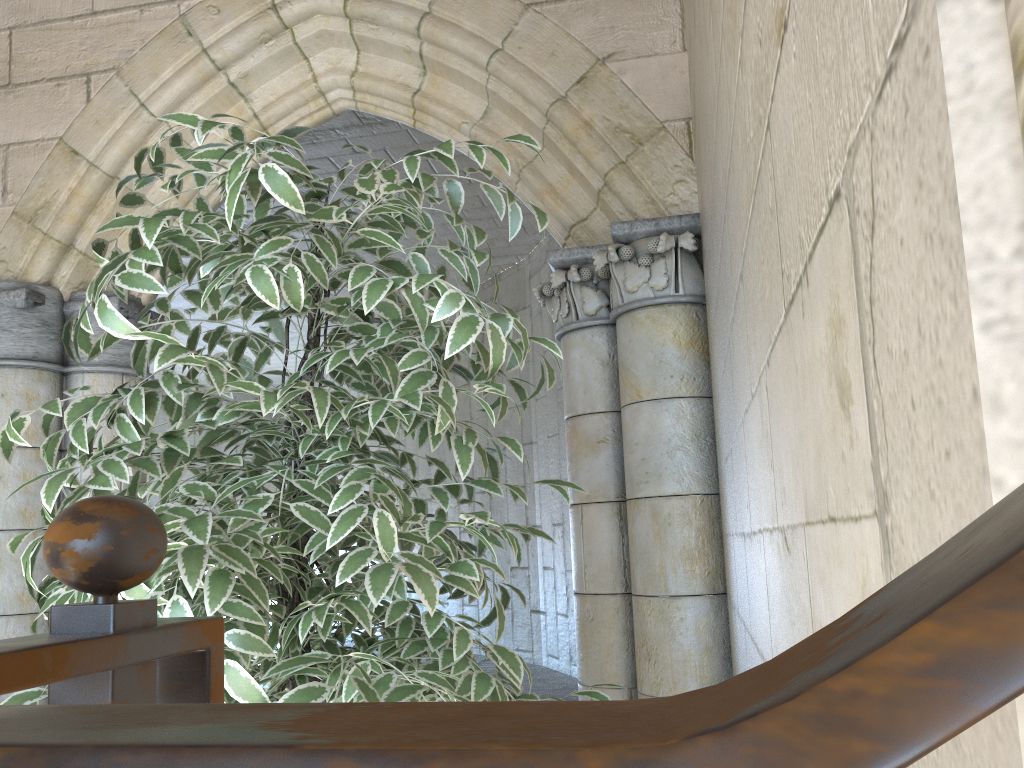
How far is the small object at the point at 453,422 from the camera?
0.89m

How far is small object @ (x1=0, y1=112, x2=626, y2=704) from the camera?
0.89m

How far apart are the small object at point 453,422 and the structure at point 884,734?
0.4m

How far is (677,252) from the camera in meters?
2.1

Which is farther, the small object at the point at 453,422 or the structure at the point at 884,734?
the small object at the point at 453,422

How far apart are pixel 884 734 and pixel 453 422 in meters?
0.8

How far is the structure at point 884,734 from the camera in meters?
0.1
